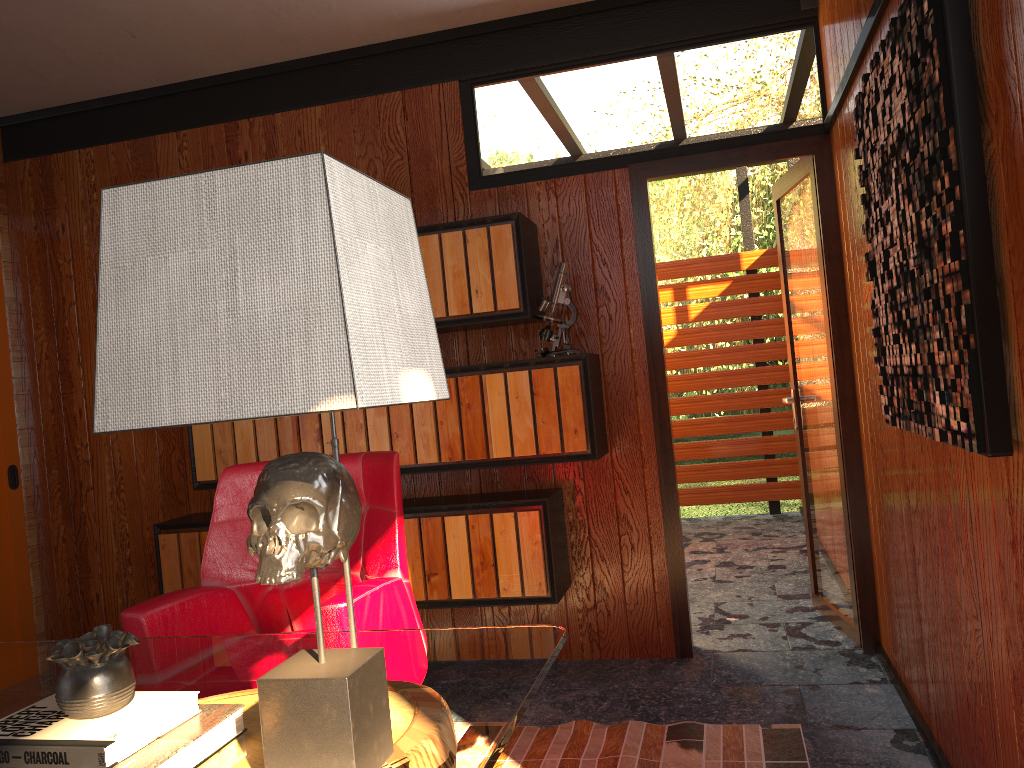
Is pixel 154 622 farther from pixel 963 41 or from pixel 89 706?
pixel 963 41

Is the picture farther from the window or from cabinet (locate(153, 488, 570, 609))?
the window

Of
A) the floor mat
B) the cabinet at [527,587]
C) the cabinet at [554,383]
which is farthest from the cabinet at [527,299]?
the floor mat

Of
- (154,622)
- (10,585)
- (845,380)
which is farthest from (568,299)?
(10,585)

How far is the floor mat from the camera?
2.5 meters

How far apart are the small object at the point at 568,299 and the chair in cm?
94

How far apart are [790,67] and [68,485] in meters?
3.6 m

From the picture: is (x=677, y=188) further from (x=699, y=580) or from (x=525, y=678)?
(x=525, y=678)

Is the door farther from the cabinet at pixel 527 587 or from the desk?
the desk

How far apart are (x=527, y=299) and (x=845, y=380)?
1.2 meters
